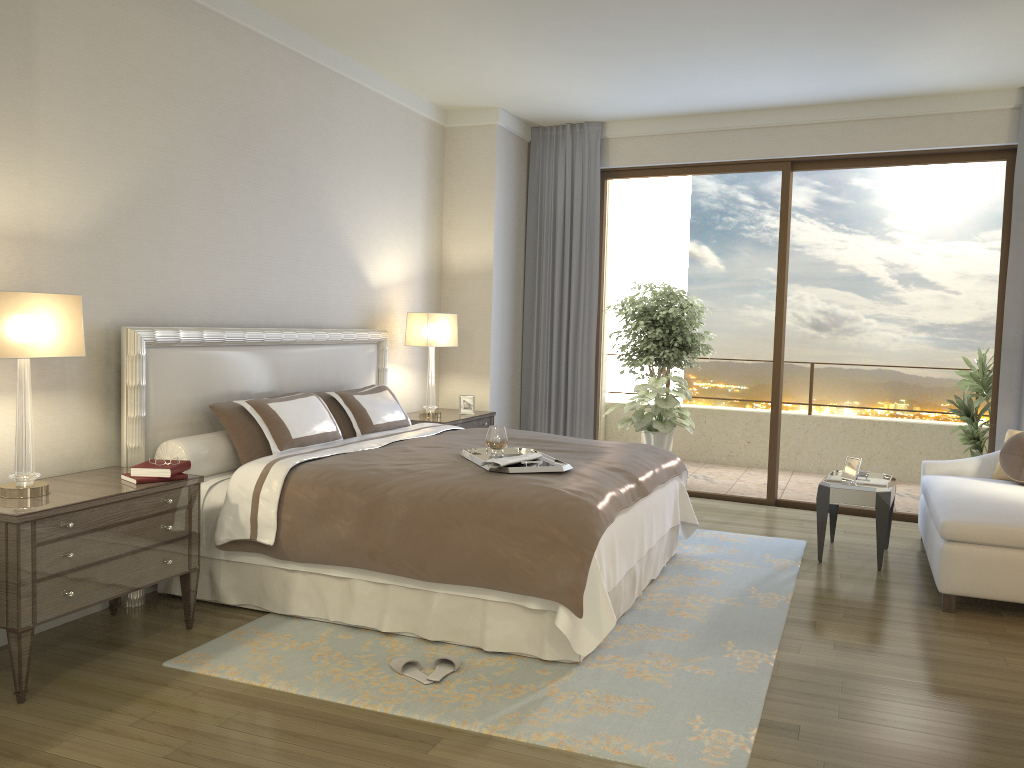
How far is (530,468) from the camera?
3.90m

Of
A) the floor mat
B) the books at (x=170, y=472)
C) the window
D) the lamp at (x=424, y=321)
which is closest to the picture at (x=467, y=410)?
the lamp at (x=424, y=321)

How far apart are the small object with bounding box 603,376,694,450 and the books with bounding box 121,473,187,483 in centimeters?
490cm

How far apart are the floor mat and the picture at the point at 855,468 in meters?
0.5 m

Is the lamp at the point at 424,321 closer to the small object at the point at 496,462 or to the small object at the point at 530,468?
the small object at the point at 530,468

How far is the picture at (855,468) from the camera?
5.5m

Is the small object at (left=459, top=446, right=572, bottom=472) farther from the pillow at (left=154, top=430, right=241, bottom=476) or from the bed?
the pillow at (left=154, top=430, right=241, bottom=476)

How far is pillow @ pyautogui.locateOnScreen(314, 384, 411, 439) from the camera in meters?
5.2 m

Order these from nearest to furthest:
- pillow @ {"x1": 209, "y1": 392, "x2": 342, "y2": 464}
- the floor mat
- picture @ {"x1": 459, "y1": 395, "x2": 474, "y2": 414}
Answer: the floor mat → pillow @ {"x1": 209, "y1": 392, "x2": 342, "y2": 464} → picture @ {"x1": 459, "y1": 395, "x2": 474, "y2": 414}

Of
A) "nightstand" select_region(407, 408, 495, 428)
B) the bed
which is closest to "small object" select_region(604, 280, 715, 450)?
"nightstand" select_region(407, 408, 495, 428)
